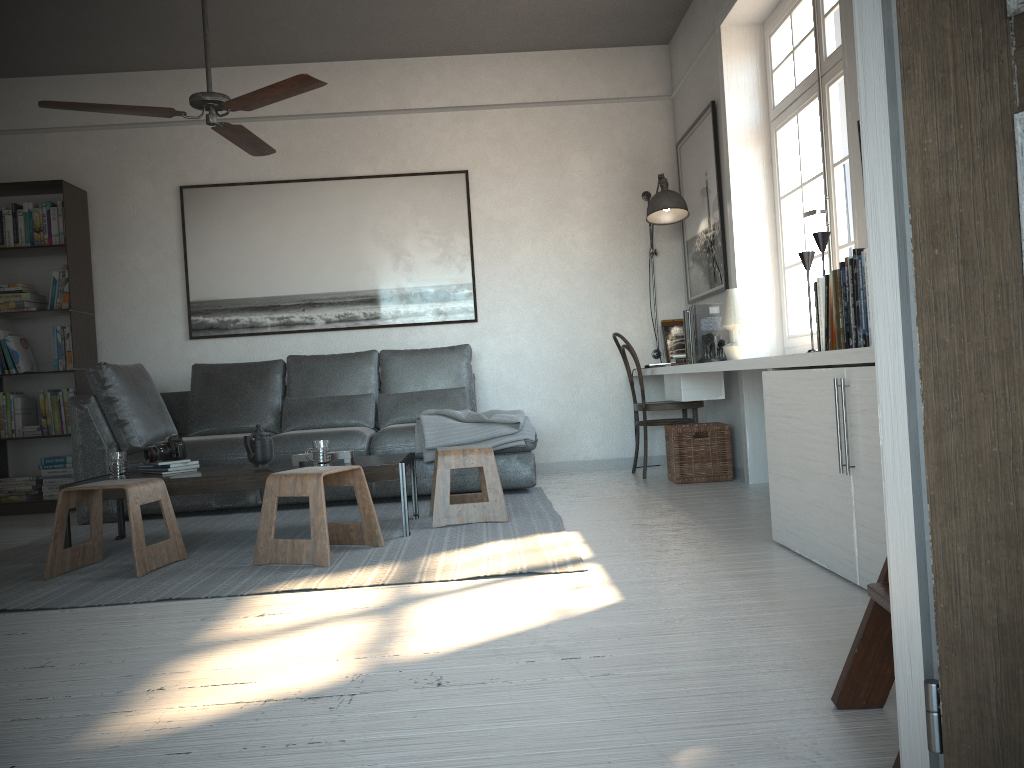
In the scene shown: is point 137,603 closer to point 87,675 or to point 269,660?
point 87,675

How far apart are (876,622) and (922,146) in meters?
0.9

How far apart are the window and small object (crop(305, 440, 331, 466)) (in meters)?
2.42

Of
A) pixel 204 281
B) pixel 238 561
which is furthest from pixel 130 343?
pixel 238 561

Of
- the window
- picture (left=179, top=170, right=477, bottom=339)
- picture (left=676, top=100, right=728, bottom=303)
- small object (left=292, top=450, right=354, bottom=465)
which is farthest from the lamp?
small object (left=292, top=450, right=354, bottom=465)

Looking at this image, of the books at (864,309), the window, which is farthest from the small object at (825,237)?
the window

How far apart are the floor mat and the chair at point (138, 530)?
0.02m

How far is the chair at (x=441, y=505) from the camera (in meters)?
4.00

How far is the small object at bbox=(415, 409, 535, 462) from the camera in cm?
485

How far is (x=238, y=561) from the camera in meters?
3.5 m
